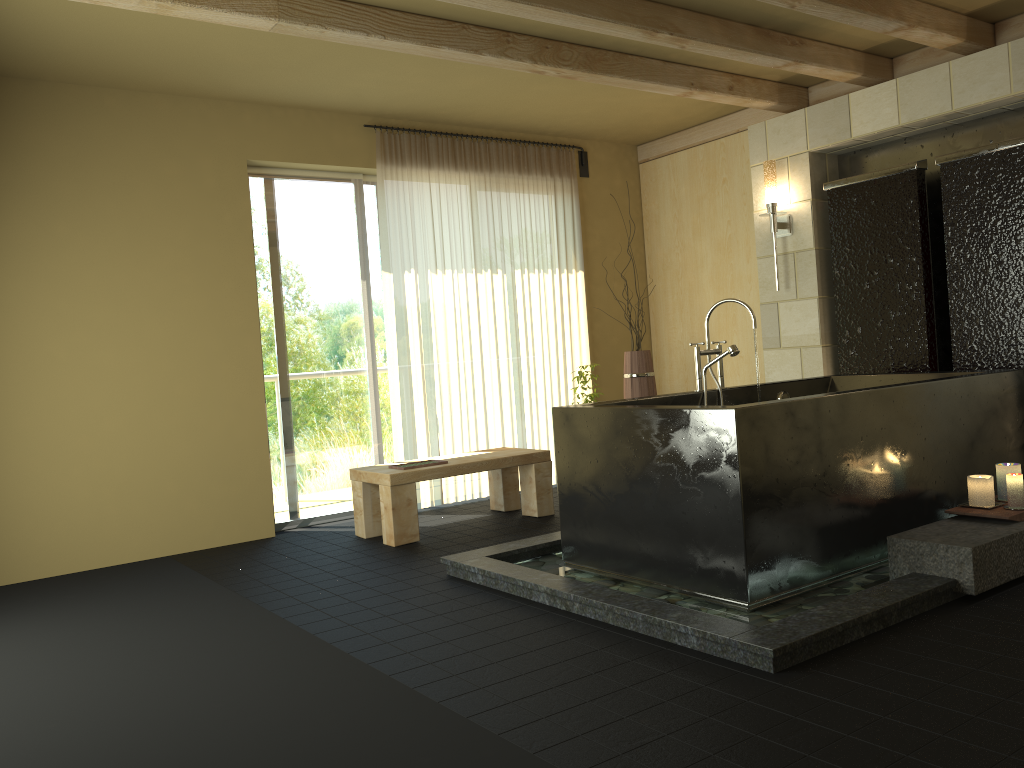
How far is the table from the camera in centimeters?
489cm

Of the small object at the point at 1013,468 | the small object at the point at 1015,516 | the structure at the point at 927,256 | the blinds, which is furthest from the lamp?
the small object at the point at 1015,516

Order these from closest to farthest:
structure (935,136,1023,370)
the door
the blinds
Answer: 1. structure (935,136,1023,370)
2. the door
3. the blinds

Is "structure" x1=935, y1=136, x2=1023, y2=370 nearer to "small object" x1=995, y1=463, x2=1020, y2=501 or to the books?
"small object" x1=995, y1=463, x2=1020, y2=501

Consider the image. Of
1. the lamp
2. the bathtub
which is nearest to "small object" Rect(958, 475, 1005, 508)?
the bathtub

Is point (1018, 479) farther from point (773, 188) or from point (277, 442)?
point (277, 442)

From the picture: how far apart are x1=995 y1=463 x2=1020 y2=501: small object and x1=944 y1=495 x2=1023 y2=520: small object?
0.15m

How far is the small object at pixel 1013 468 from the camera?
3.69m

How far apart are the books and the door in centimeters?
90cm

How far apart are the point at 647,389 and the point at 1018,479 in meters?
2.9 m
